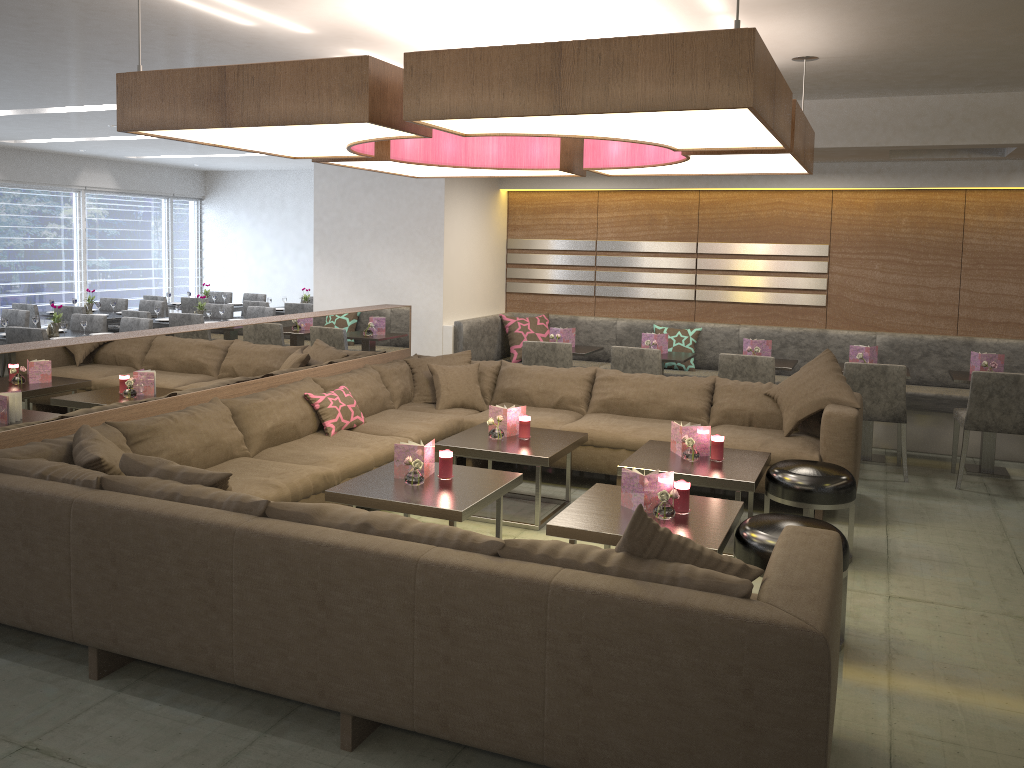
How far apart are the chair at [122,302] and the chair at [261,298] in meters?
1.8 m

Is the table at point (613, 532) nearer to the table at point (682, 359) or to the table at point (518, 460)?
the table at point (518, 460)

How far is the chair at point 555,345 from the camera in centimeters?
658cm

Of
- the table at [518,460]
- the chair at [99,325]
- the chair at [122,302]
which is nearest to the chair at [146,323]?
the chair at [99,325]

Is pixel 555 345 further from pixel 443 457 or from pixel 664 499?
pixel 664 499

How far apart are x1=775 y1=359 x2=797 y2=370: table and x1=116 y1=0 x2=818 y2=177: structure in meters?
1.9

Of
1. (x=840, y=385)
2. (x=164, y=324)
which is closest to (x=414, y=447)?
(x=840, y=385)

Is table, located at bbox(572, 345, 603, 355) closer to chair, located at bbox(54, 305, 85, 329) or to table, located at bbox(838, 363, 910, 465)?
table, located at bbox(838, 363, 910, 465)

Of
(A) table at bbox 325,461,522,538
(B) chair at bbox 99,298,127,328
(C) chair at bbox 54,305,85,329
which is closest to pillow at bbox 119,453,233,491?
(A) table at bbox 325,461,522,538

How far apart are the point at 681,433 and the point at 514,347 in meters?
3.3
